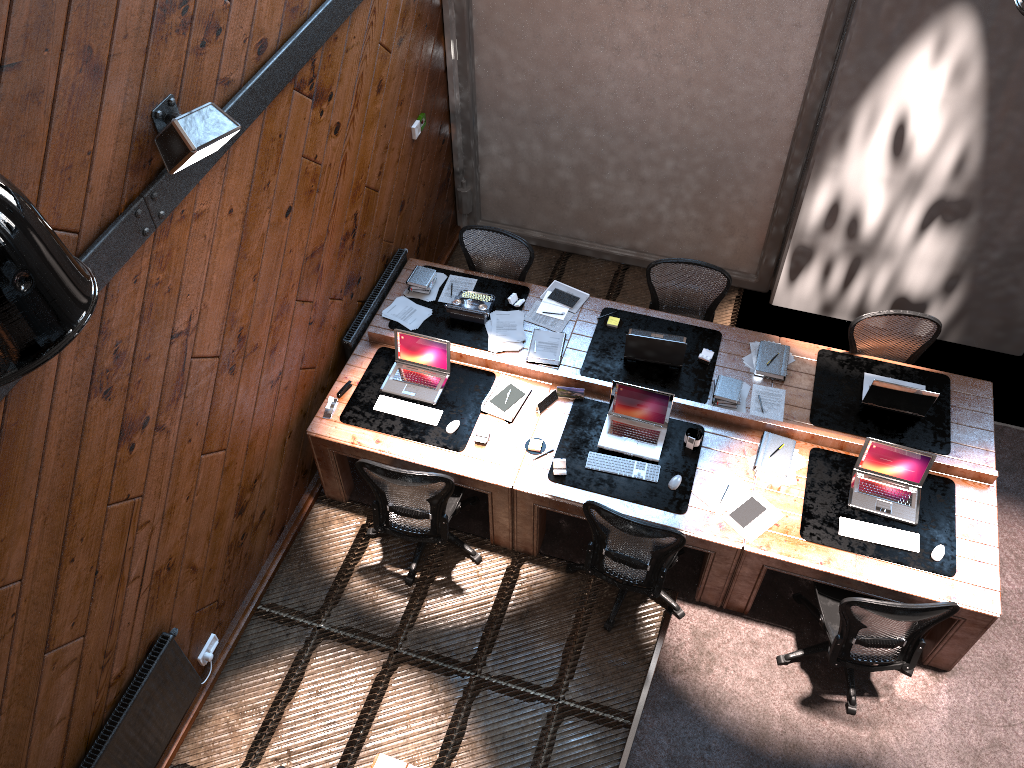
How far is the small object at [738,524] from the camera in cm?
510

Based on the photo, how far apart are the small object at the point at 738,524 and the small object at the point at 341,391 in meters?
2.3 m

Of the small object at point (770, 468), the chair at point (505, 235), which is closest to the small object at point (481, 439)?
the chair at point (505, 235)

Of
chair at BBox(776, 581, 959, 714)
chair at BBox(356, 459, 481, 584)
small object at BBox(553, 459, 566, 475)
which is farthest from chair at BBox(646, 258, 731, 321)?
chair at BBox(776, 581, 959, 714)

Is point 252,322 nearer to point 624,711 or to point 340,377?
point 340,377

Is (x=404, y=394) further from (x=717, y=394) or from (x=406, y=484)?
(x=717, y=394)

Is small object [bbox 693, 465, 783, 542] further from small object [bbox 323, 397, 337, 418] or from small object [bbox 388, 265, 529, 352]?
small object [bbox 323, 397, 337, 418]

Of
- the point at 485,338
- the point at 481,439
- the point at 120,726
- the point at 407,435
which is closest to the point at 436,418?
the point at 407,435

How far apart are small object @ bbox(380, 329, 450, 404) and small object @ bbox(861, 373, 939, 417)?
2.7 meters

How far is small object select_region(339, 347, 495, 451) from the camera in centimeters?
555cm
